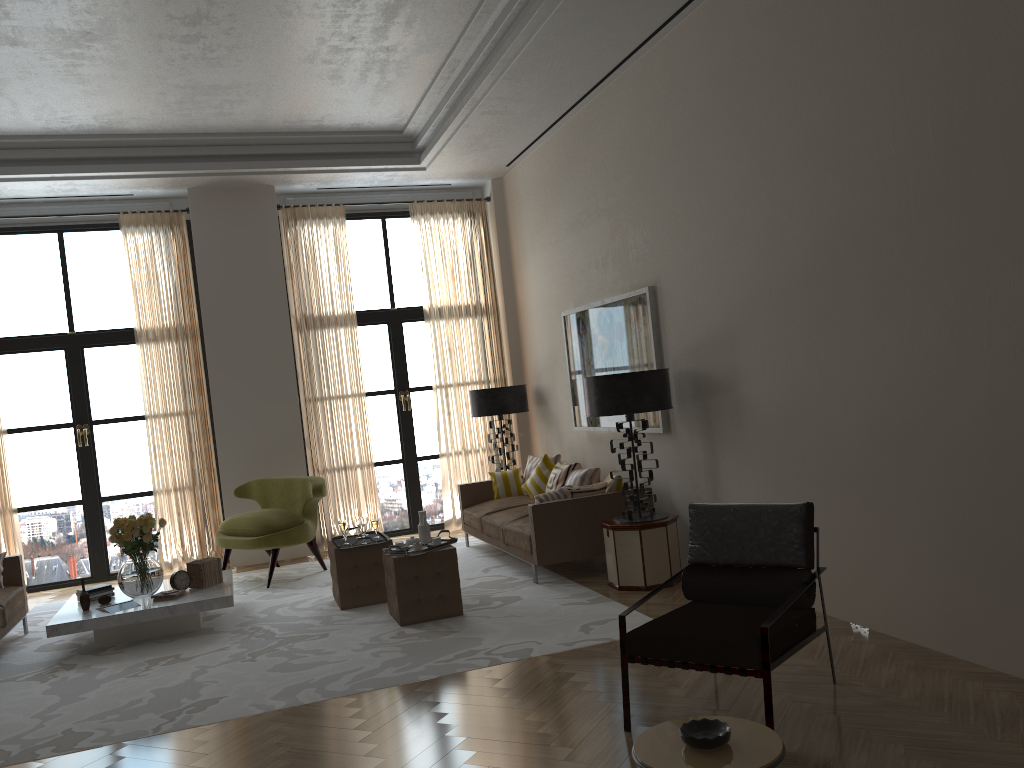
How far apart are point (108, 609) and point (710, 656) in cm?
592

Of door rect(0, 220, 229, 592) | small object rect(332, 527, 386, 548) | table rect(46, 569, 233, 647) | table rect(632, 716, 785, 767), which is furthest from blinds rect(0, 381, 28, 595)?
table rect(632, 716, 785, 767)

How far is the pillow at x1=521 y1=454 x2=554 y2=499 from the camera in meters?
11.0

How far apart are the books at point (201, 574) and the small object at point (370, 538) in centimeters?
117cm

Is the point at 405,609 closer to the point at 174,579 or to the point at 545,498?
the point at 545,498

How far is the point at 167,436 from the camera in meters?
11.7

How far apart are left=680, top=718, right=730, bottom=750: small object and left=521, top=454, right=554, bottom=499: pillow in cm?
748

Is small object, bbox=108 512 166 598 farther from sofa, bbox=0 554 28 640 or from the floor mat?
sofa, bbox=0 554 28 640

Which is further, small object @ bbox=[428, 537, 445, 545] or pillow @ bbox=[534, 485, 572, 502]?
pillow @ bbox=[534, 485, 572, 502]

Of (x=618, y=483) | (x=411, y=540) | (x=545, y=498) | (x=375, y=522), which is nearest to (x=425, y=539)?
(x=411, y=540)
